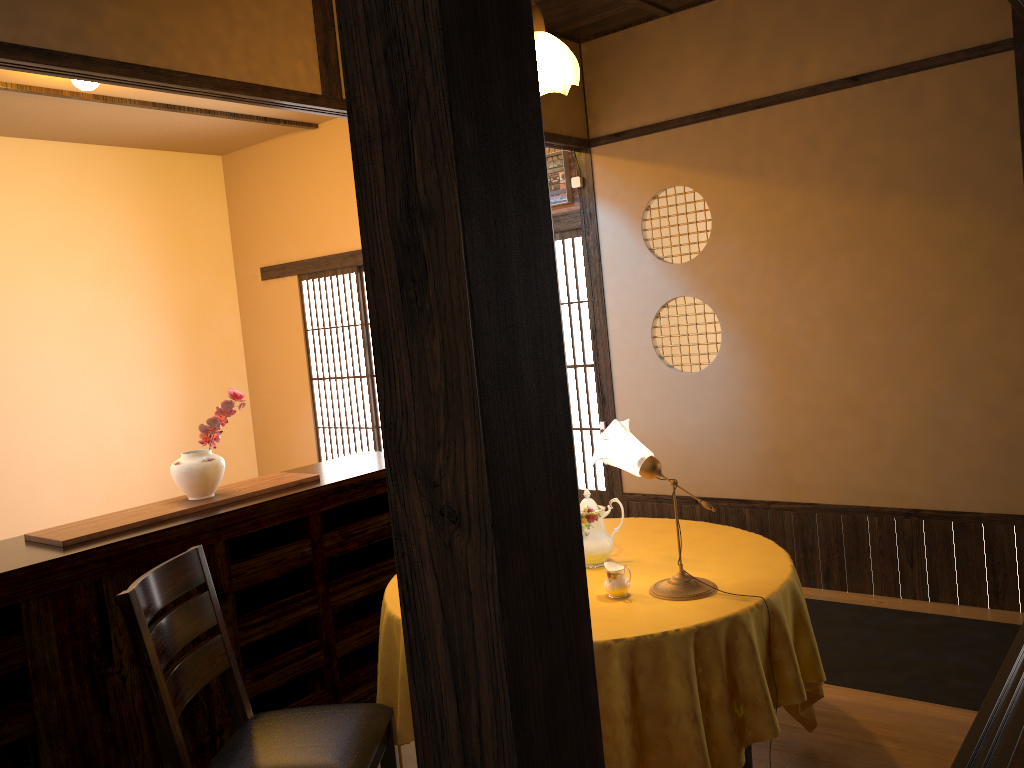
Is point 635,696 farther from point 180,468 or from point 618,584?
point 180,468

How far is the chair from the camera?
2.2 meters

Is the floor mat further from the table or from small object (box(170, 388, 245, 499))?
small object (box(170, 388, 245, 499))

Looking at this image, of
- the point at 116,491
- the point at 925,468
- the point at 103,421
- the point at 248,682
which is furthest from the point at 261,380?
the point at 925,468

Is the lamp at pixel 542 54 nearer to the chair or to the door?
the door

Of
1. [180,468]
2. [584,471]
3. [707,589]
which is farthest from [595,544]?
[584,471]

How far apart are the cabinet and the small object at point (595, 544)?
1.0 meters

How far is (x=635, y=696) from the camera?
2.27m

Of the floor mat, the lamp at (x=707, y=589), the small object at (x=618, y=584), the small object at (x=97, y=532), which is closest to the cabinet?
the small object at (x=97, y=532)

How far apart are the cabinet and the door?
1.69m
